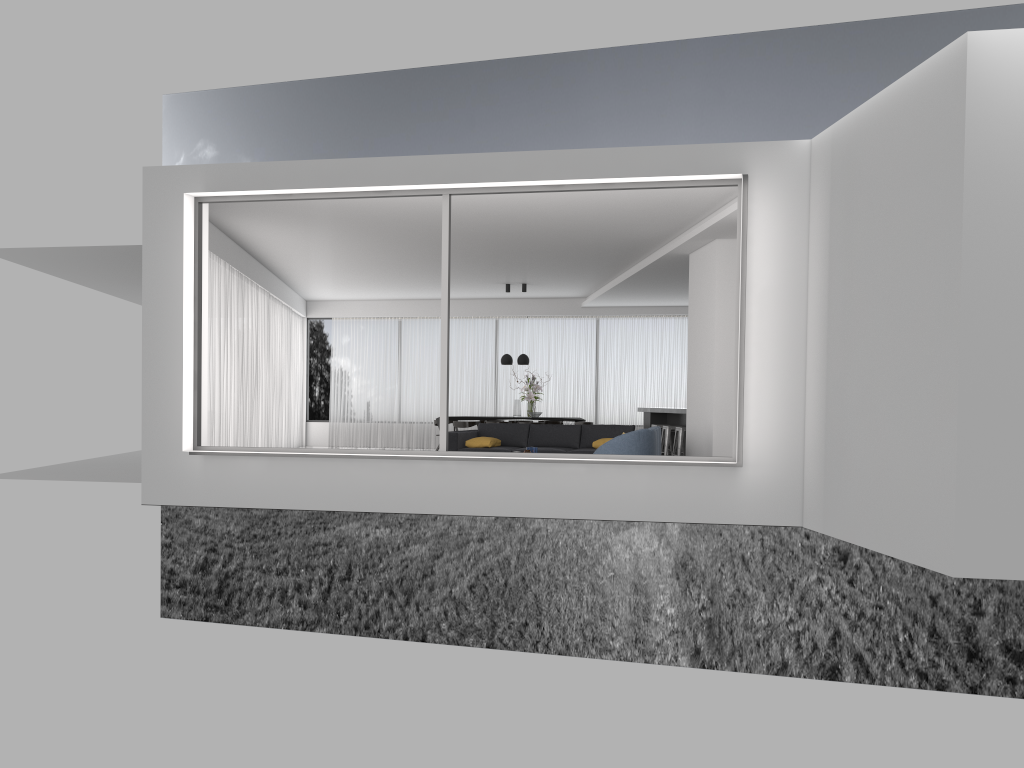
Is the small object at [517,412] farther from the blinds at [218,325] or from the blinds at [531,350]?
the blinds at [218,325]

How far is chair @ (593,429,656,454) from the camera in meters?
9.3 m

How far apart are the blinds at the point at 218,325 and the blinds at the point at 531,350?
0.7m

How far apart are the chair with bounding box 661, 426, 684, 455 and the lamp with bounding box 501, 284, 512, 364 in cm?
333

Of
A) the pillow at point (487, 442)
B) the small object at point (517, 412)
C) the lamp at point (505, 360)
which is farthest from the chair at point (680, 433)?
the lamp at point (505, 360)

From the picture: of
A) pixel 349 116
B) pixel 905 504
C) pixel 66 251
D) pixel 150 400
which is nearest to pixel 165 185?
pixel 150 400

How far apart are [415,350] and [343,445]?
16.0 meters

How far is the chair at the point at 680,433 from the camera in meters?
13.4 m

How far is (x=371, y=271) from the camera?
15.3m

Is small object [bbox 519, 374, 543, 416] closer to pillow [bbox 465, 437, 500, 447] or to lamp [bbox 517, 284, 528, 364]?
lamp [bbox 517, 284, 528, 364]
